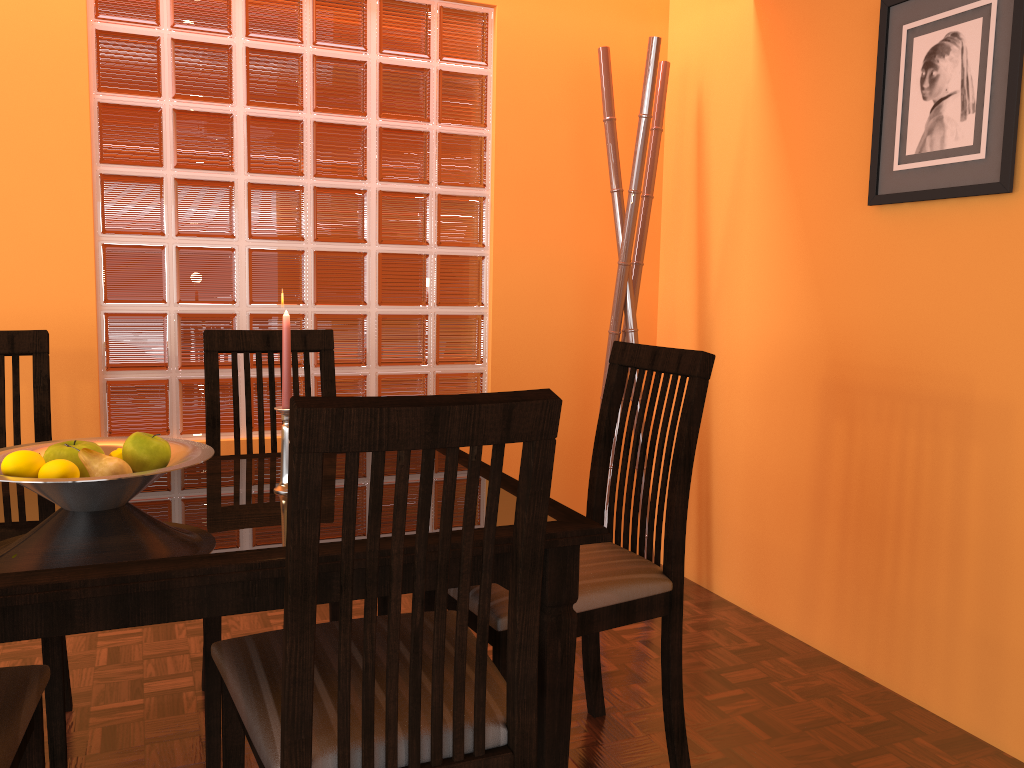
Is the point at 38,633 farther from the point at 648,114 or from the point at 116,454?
the point at 648,114

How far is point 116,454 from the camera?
1.3m

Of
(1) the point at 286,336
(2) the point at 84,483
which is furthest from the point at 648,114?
(2) the point at 84,483

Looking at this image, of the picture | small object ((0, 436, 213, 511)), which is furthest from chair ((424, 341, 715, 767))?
the picture

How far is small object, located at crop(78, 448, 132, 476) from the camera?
1.2m

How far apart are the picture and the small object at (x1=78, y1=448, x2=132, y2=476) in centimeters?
164cm

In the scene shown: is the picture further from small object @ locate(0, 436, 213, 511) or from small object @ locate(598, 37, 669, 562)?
small object @ locate(0, 436, 213, 511)

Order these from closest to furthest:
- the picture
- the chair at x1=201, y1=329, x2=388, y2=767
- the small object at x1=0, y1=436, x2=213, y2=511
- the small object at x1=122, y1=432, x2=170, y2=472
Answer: the small object at x1=0, y1=436, x2=213, y2=511
the small object at x1=122, y1=432, x2=170, y2=472
the chair at x1=201, y1=329, x2=388, y2=767
the picture

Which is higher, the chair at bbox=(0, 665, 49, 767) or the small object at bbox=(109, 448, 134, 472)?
the small object at bbox=(109, 448, 134, 472)

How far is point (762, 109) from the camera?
2.40m
